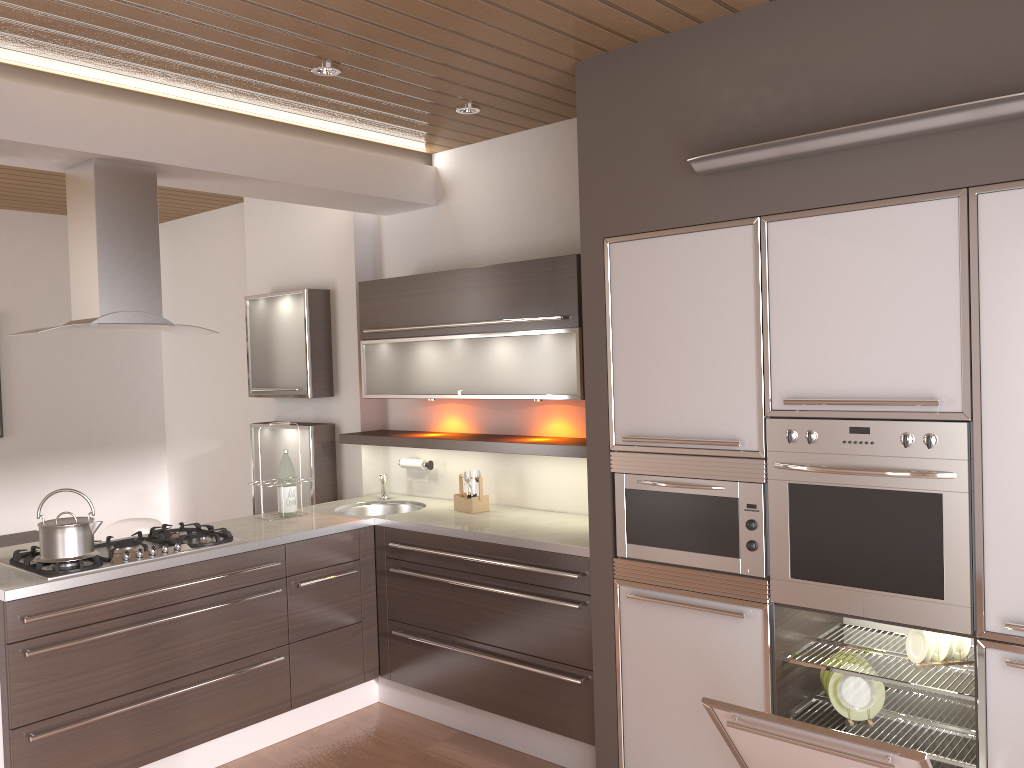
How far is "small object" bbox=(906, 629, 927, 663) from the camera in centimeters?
276cm

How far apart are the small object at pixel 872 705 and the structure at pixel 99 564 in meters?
2.3 m

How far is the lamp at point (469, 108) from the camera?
3.8m

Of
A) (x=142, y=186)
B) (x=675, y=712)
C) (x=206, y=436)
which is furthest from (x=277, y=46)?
(x=206, y=436)

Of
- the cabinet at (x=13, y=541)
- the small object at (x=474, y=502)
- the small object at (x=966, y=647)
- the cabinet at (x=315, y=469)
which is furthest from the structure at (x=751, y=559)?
the cabinet at (x=13, y=541)

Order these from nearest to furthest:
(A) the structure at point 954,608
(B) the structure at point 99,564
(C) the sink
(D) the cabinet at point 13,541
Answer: (A) the structure at point 954,608 < (B) the structure at point 99,564 < (C) the sink < (D) the cabinet at point 13,541

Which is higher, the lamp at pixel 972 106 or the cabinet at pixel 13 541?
the lamp at pixel 972 106

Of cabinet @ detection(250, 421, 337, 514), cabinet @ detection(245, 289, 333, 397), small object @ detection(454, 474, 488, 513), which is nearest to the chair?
cabinet @ detection(250, 421, 337, 514)

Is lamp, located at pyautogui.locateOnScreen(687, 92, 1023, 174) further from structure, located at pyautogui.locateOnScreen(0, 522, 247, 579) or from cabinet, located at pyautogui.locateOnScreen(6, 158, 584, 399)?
structure, located at pyautogui.locateOnScreen(0, 522, 247, 579)

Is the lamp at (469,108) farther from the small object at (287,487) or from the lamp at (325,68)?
the small object at (287,487)
